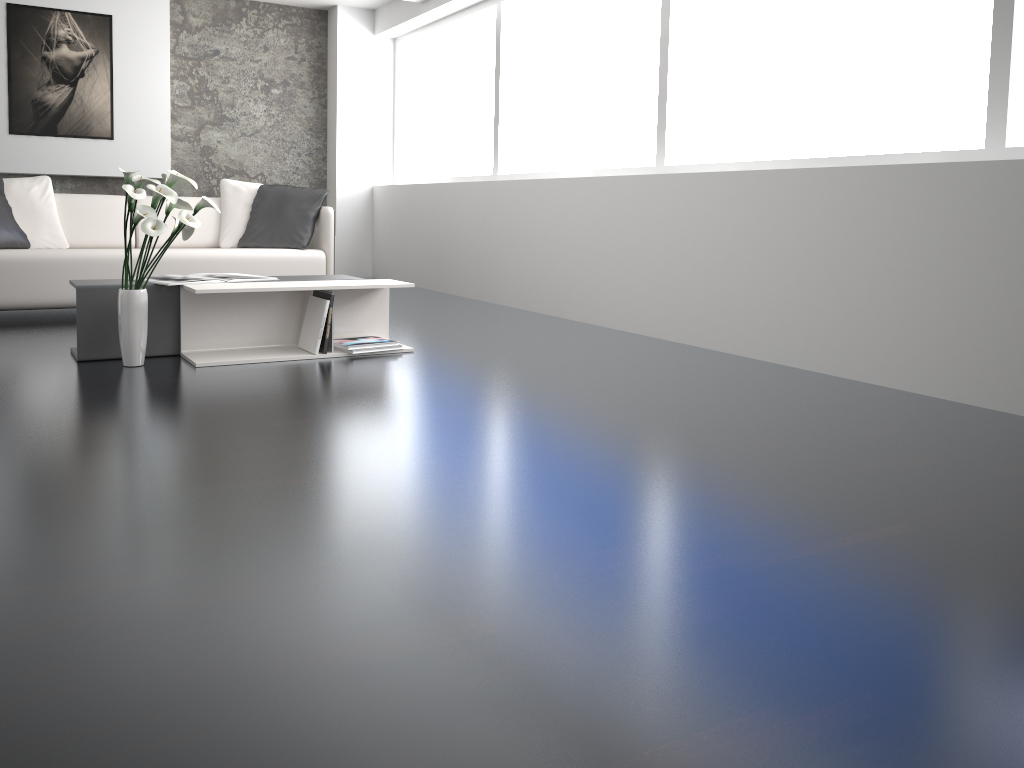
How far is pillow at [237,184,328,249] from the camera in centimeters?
566cm

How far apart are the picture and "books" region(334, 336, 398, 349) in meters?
4.3

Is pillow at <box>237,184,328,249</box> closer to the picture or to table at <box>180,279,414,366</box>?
table at <box>180,279,414,366</box>

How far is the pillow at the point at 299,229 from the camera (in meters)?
5.66

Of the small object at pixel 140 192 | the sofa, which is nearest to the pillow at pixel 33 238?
the sofa

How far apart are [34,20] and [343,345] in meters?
4.7 m

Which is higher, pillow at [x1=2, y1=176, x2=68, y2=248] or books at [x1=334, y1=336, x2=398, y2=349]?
pillow at [x1=2, y1=176, x2=68, y2=248]

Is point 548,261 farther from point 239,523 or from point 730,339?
point 239,523

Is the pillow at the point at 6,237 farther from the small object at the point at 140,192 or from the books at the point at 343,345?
the books at the point at 343,345

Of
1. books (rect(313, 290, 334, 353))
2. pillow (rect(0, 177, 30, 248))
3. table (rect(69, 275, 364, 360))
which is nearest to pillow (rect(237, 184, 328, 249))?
pillow (rect(0, 177, 30, 248))
